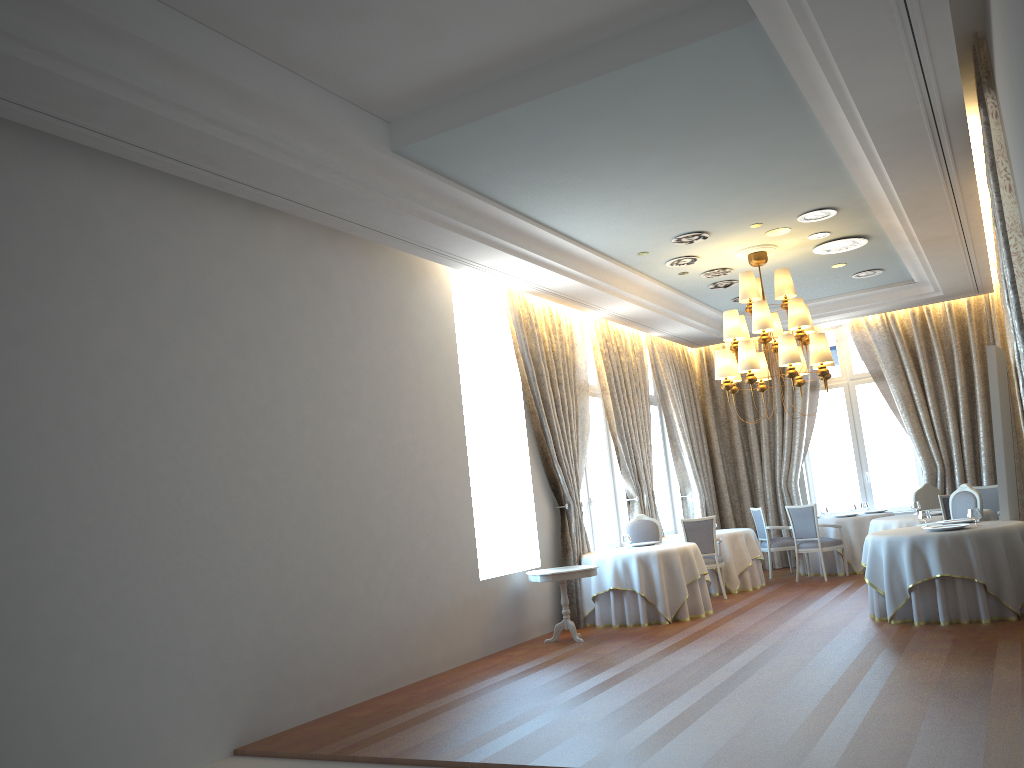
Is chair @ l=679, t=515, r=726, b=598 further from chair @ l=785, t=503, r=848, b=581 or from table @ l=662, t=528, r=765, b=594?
chair @ l=785, t=503, r=848, b=581

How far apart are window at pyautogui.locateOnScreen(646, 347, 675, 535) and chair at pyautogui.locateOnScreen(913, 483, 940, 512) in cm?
391

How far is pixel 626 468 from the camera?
12.8 meters

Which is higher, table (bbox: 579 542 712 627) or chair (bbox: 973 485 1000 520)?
chair (bbox: 973 485 1000 520)

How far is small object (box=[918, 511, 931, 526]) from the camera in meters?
9.2 m

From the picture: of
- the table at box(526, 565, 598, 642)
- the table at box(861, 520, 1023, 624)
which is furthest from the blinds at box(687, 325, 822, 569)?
the table at box(526, 565, 598, 642)

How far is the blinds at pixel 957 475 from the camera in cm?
1395

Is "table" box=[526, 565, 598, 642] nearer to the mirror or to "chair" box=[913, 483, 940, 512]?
the mirror

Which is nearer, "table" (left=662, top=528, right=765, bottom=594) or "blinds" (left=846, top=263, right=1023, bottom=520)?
"table" (left=662, top=528, right=765, bottom=594)

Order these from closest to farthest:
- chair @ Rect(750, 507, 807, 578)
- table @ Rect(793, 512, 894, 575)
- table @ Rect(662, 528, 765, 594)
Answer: table @ Rect(662, 528, 765, 594), table @ Rect(793, 512, 894, 575), chair @ Rect(750, 507, 807, 578)
